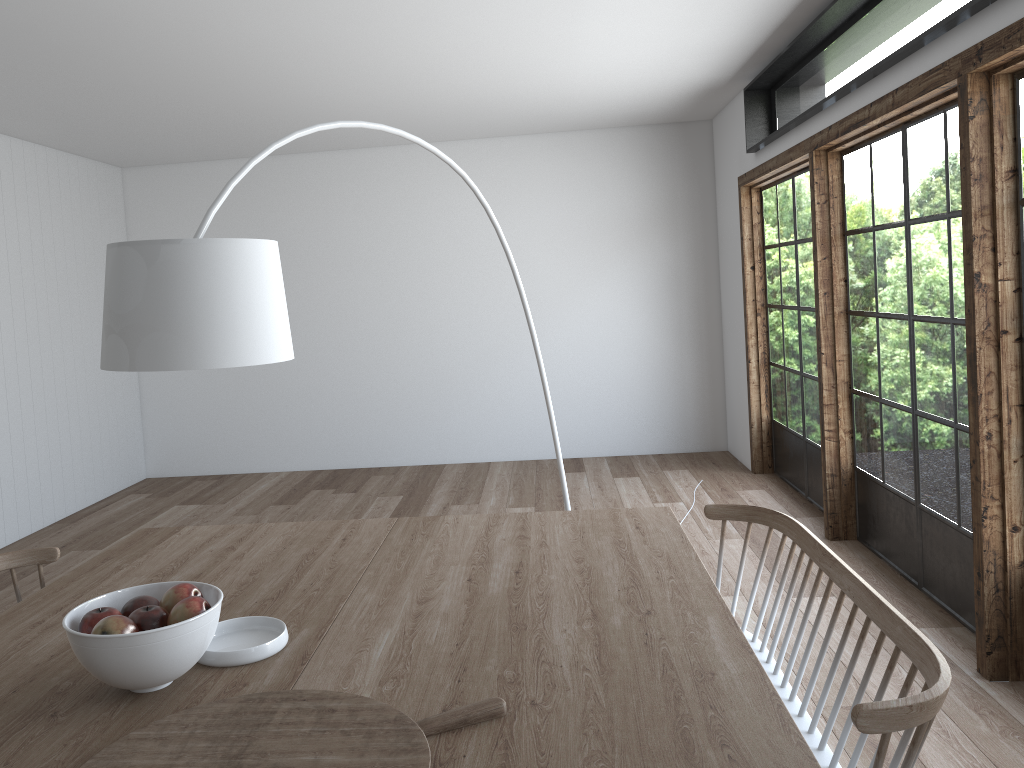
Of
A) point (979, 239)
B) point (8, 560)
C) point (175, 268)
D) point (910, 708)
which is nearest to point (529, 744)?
point (910, 708)

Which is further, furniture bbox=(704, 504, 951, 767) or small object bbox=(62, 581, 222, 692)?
small object bbox=(62, 581, 222, 692)

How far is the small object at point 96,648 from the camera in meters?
1.7 m

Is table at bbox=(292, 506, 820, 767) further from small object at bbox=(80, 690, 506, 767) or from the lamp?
the lamp

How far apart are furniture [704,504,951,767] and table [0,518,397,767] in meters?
1.0

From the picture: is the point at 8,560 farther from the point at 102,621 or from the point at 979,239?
the point at 979,239

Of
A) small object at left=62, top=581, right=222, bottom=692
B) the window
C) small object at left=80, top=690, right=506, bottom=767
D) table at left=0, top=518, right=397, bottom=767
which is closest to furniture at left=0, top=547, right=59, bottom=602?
table at left=0, top=518, right=397, bottom=767

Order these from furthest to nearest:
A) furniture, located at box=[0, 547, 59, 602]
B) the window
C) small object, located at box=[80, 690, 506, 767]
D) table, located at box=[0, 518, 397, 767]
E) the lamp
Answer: the window
furniture, located at box=[0, 547, 59, 602]
the lamp
table, located at box=[0, 518, 397, 767]
small object, located at box=[80, 690, 506, 767]

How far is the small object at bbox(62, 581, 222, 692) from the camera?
1.7 meters

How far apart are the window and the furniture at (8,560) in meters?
3.2
